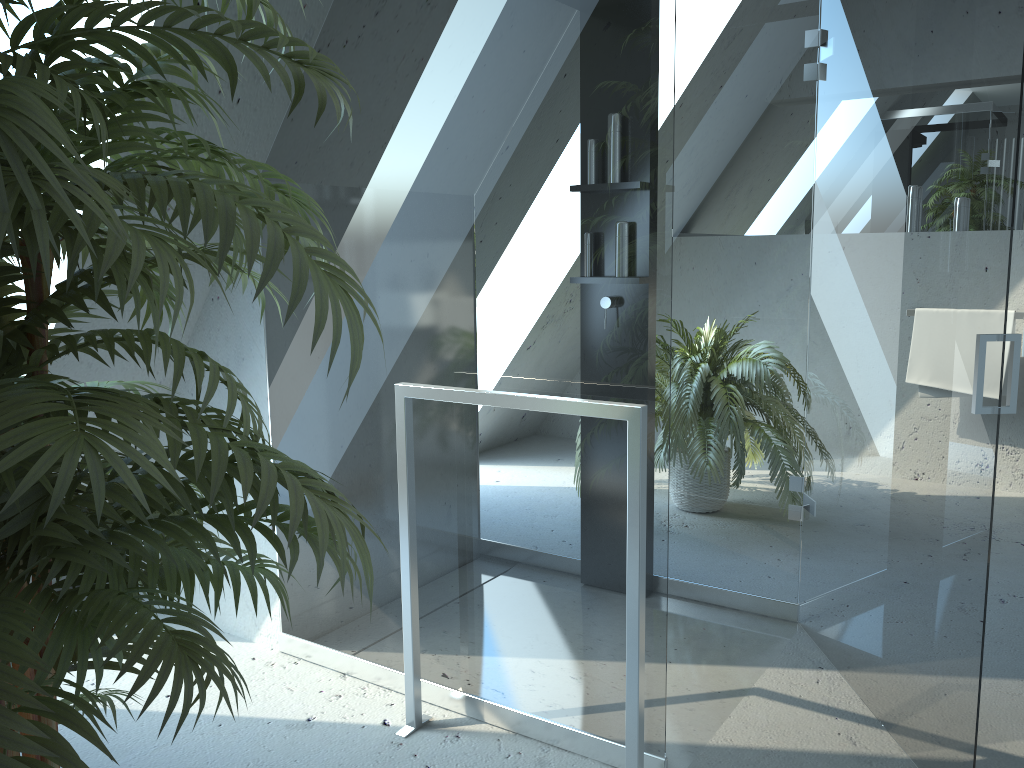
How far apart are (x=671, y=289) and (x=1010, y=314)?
2.86m

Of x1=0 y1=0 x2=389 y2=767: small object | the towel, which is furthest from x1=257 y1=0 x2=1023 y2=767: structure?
the towel

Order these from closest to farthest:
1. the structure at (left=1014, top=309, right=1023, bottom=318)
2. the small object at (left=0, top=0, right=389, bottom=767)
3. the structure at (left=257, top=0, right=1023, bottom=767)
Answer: the small object at (left=0, top=0, right=389, bottom=767) → the structure at (left=257, top=0, right=1023, bottom=767) → the structure at (left=1014, top=309, right=1023, bottom=318)

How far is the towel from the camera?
3.9m

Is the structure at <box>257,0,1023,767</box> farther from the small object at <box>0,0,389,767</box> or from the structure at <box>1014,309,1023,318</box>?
the structure at <box>1014,309,1023,318</box>

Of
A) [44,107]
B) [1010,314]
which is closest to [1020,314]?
[1010,314]

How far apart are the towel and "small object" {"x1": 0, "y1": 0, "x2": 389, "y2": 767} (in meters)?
3.62

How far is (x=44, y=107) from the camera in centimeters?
72cm

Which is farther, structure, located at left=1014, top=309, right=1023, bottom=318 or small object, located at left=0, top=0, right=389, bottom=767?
structure, located at left=1014, top=309, right=1023, bottom=318

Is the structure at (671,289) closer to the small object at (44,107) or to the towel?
the small object at (44,107)
